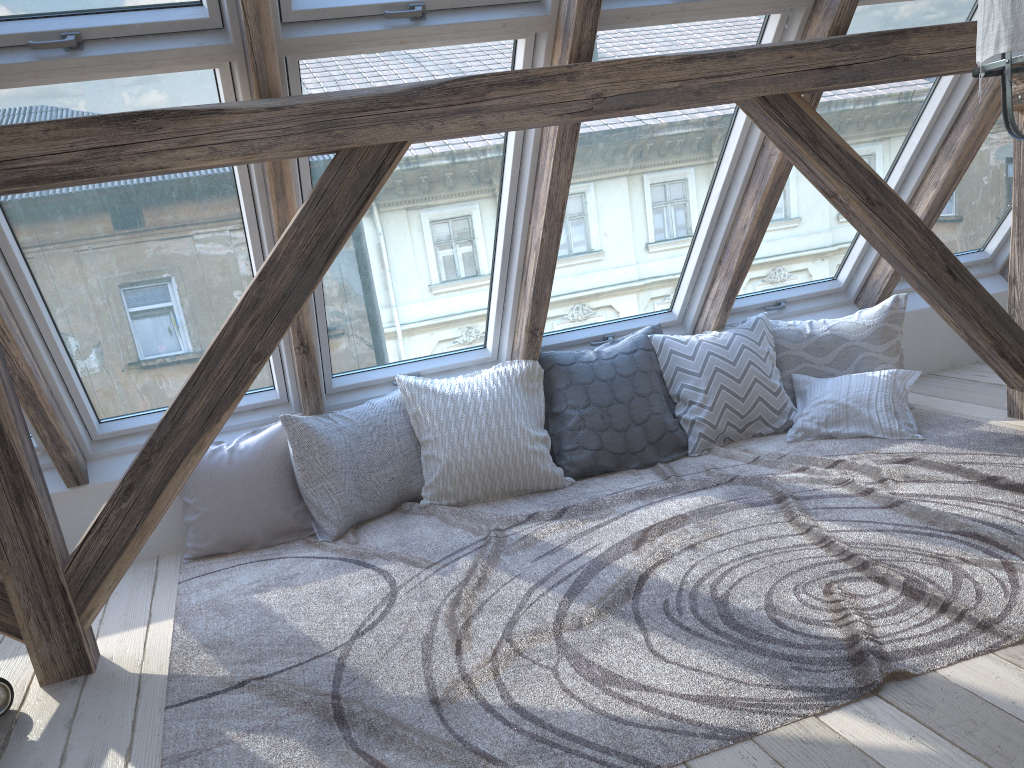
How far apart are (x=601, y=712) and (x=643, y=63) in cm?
193

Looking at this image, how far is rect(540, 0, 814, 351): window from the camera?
3.09m

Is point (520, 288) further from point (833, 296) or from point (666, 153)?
point (833, 296)

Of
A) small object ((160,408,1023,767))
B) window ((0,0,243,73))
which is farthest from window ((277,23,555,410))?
small object ((160,408,1023,767))

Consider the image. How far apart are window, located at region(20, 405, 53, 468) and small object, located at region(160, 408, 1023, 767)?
0.7 meters

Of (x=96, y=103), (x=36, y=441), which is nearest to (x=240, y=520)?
(x=36, y=441)

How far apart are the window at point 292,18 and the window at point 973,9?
1.2 meters

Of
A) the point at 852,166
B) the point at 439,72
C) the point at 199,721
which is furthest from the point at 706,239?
the point at 199,721

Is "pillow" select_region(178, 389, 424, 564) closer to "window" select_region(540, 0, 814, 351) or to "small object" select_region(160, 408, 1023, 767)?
"small object" select_region(160, 408, 1023, 767)

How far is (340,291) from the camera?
3.4m
